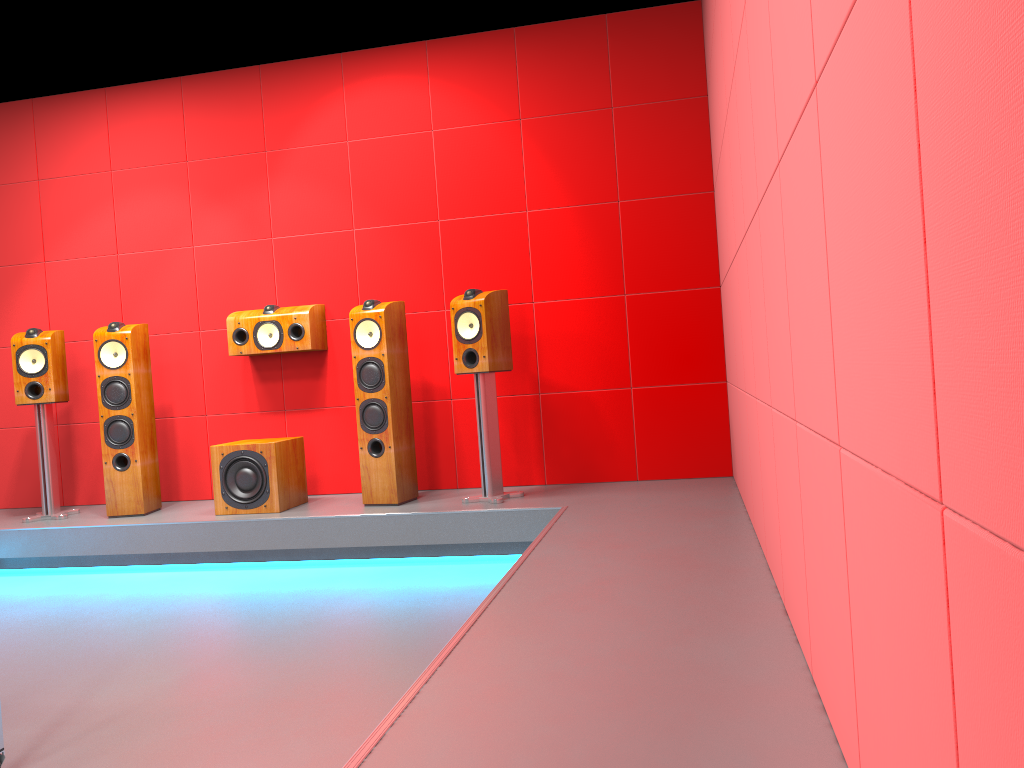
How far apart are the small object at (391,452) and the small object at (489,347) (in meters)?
0.34

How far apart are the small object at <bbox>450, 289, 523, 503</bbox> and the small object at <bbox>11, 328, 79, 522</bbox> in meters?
2.3 m

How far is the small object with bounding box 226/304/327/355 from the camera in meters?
4.9

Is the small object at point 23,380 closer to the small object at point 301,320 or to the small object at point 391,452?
the small object at point 301,320

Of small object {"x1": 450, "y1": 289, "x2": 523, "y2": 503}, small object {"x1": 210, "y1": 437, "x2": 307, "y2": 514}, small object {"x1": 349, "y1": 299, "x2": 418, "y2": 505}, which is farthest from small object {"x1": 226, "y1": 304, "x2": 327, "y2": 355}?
small object {"x1": 450, "y1": 289, "x2": 523, "y2": 503}

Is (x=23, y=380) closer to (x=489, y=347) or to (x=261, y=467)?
(x=261, y=467)

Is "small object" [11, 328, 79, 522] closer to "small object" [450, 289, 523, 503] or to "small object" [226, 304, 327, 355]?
"small object" [226, 304, 327, 355]

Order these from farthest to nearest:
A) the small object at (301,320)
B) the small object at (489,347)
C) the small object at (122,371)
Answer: the small object at (301,320) → the small object at (122,371) → the small object at (489,347)

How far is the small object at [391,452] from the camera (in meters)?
4.45

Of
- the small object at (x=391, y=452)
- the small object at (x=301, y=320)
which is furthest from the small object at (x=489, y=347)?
the small object at (x=301, y=320)
